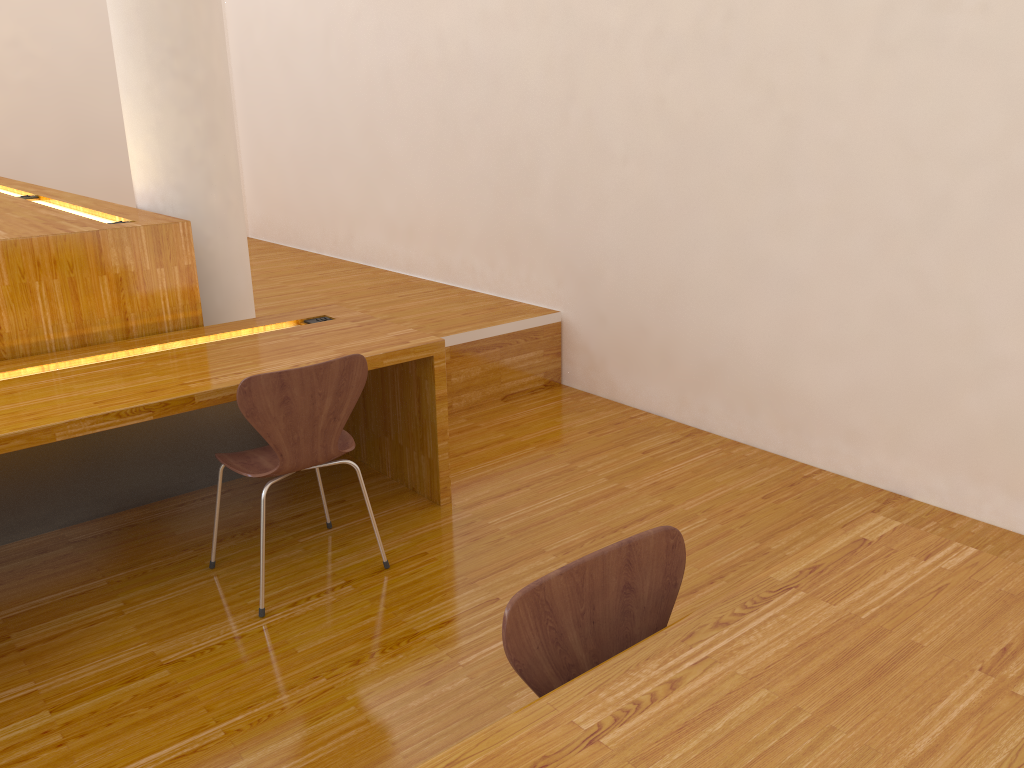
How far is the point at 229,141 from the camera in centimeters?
363cm

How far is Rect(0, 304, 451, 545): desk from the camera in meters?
2.4 m

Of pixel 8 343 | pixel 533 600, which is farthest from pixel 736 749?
pixel 8 343

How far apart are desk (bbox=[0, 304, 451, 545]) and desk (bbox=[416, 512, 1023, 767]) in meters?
1.6 m

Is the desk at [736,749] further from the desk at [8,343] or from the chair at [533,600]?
the desk at [8,343]

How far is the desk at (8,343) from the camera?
2.85m

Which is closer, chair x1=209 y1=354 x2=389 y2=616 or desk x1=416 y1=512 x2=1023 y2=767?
desk x1=416 y1=512 x2=1023 y2=767

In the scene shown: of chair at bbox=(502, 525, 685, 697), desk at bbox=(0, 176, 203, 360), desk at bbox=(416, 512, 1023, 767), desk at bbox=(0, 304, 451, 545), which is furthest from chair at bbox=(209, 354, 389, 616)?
desk at bbox=(416, 512, 1023, 767)

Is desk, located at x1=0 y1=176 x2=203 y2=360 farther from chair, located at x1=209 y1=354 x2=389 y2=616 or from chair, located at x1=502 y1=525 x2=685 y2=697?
chair, located at x1=502 y1=525 x2=685 y2=697

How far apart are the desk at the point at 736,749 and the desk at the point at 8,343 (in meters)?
2.41
